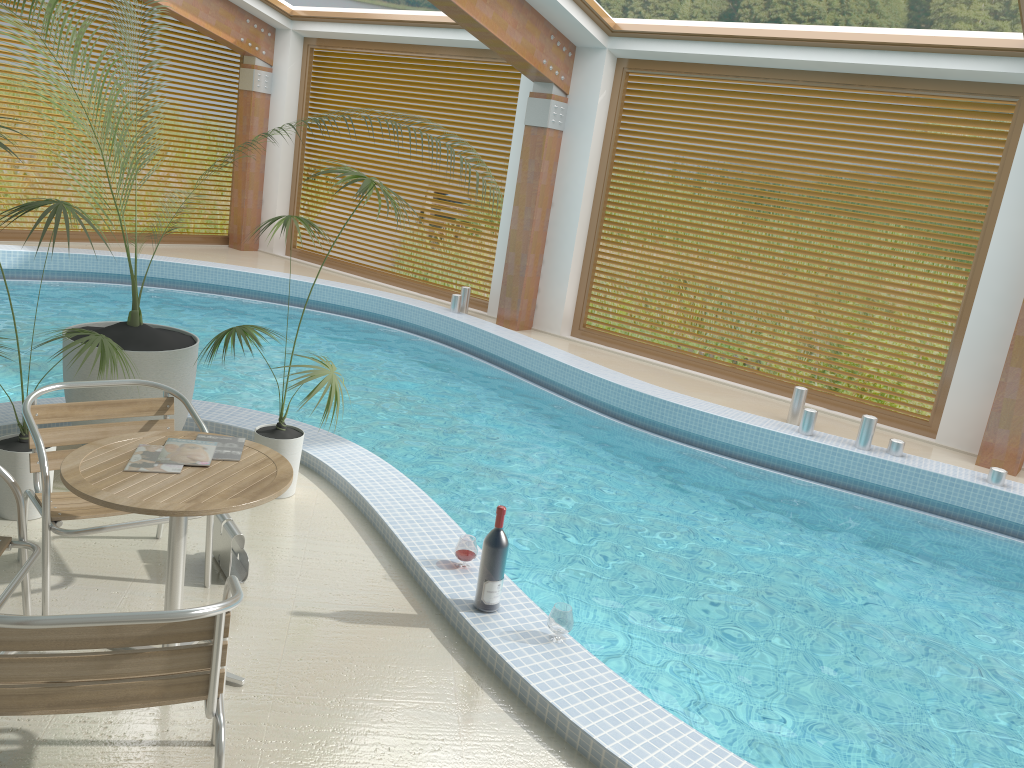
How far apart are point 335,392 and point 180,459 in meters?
1.4

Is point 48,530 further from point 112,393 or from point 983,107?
point 983,107

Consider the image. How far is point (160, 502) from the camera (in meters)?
2.57

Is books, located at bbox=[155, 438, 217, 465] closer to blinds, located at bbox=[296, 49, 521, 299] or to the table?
the table

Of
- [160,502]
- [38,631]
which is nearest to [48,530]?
[160,502]

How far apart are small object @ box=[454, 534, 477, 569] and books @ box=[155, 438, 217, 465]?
1.2m

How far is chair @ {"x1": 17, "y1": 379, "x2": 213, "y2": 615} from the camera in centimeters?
310cm

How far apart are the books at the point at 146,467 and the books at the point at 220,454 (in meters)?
0.16

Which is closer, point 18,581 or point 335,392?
point 18,581

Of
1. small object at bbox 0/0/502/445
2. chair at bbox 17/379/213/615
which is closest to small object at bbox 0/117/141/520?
chair at bbox 17/379/213/615
